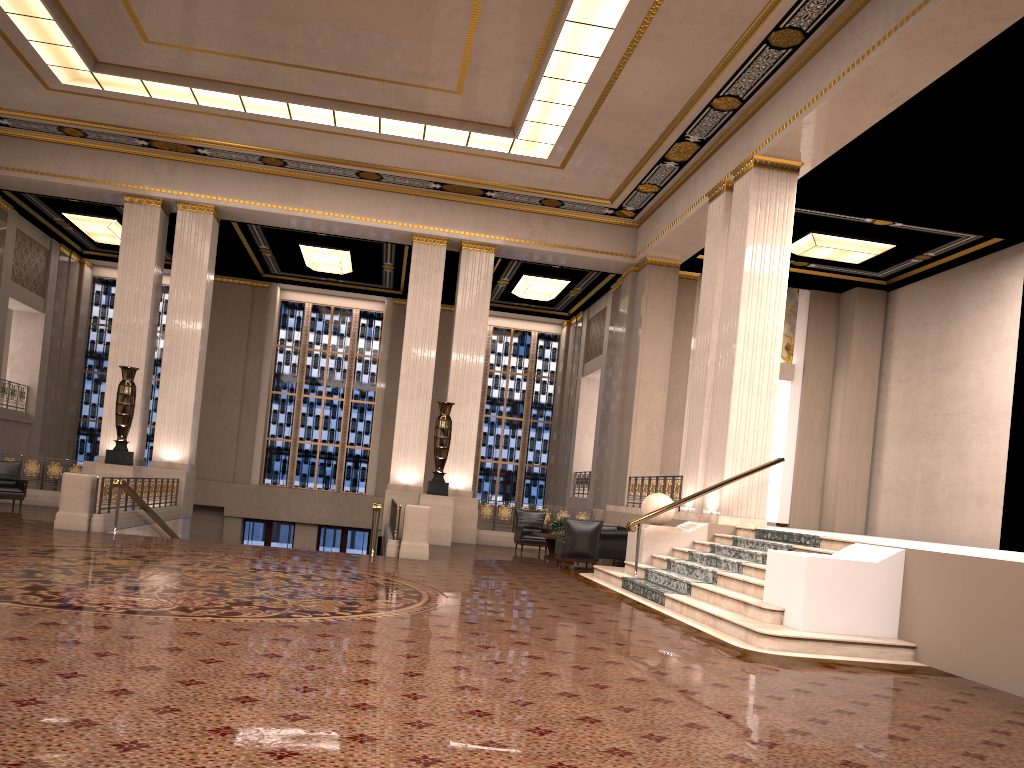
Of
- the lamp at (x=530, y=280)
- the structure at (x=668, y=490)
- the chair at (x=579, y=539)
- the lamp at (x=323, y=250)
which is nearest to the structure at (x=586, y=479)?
the structure at (x=668, y=490)

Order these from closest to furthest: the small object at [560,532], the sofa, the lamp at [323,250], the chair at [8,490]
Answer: the sofa → the small object at [560,532] → the chair at [8,490] → the lamp at [323,250]

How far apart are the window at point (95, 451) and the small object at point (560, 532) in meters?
14.0 m

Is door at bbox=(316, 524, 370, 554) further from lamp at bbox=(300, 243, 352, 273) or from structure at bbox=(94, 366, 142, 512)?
structure at bbox=(94, 366, 142, 512)

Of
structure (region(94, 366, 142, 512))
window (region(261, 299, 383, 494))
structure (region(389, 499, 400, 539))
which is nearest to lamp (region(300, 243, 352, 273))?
window (region(261, 299, 383, 494))

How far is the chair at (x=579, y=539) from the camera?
13.8 meters

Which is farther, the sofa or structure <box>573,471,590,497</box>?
structure <box>573,471,590,497</box>

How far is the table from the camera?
15.12m

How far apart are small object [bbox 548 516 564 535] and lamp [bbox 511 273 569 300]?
8.0m

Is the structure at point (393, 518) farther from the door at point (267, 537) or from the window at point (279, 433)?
the window at point (279, 433)
